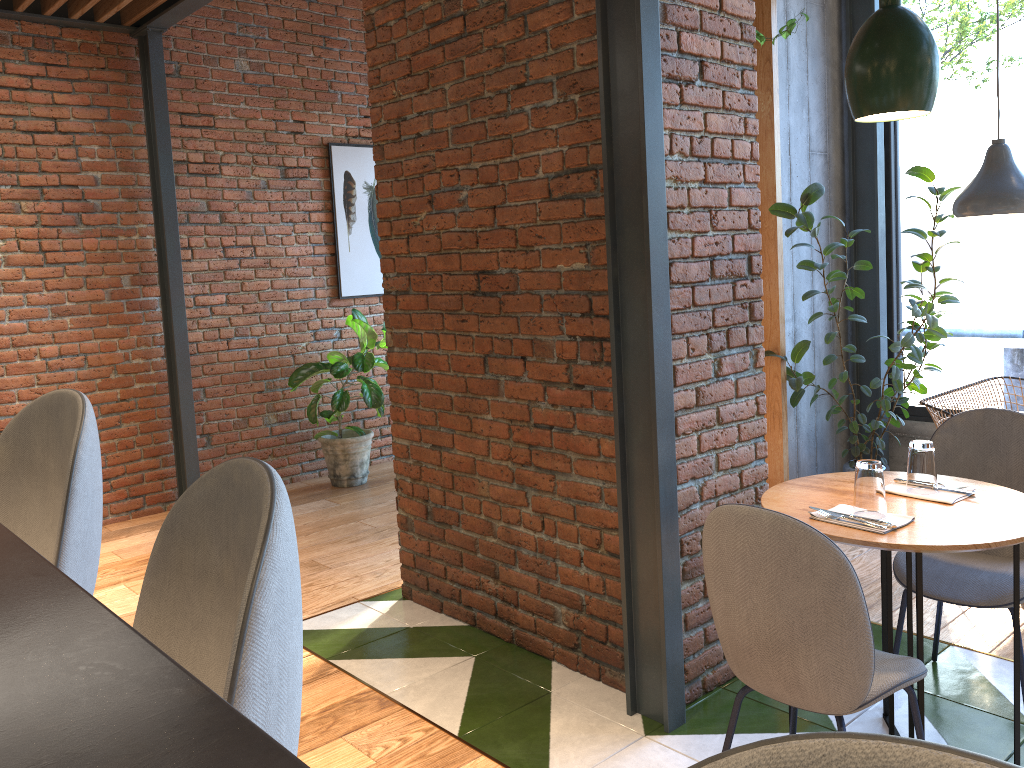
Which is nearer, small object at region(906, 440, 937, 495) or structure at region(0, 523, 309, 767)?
structure at region(0, 523, 309, 767)

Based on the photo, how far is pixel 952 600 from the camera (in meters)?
2.55

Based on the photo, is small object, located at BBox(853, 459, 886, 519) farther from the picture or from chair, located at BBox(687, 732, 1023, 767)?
the picture

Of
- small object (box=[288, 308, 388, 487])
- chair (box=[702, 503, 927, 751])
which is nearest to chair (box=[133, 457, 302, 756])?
chair (box=[702, 503, 927, 751])

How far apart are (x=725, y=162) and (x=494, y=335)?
1.00m

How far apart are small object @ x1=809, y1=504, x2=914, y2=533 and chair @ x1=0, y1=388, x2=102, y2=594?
1.7 meters

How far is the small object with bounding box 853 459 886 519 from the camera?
2.2 meters

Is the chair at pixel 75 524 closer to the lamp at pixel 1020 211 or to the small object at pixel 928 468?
the small object at pixel 928 468

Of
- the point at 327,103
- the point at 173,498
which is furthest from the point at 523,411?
the point at 327,103

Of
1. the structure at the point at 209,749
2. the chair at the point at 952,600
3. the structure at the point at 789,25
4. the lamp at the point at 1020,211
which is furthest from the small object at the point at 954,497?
the structure at the point at 789,25
